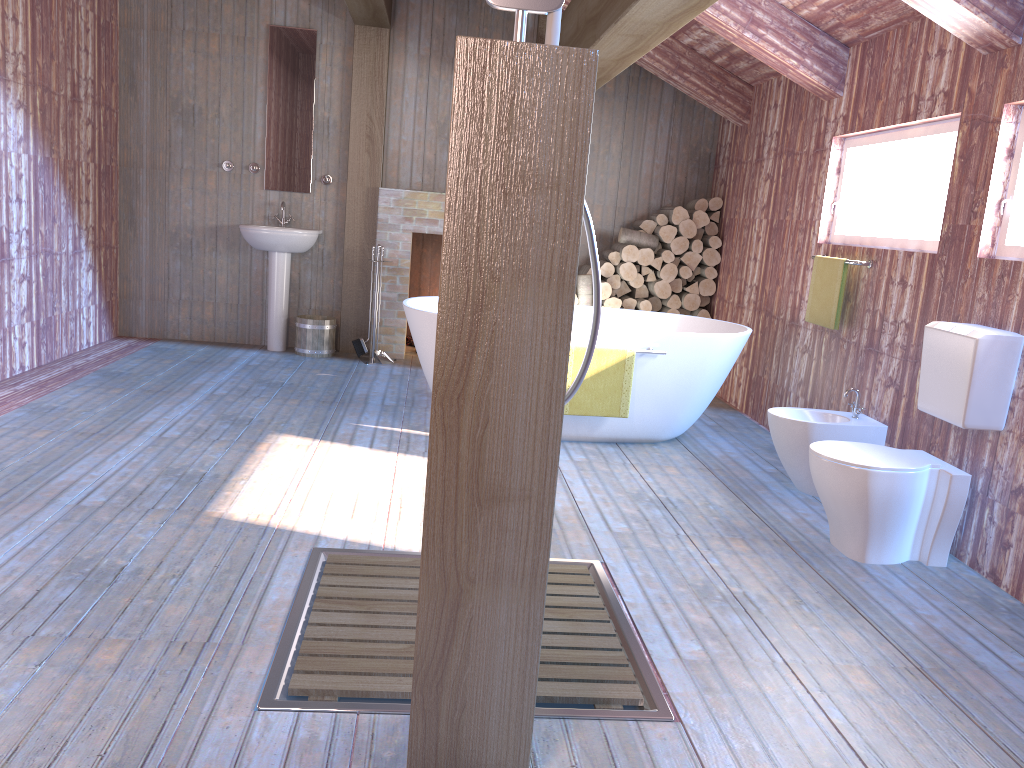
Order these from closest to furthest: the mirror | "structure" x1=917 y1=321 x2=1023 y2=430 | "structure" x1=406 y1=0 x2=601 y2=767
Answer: "structure" x1=406 y1=0 x2=601 y2=767, "structure" x1=917 y1=321 x2=1023 y2=430, the mirror

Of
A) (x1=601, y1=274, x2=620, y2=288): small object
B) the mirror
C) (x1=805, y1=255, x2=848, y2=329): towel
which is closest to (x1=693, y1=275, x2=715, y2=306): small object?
(x1=601, y1=274, x2=620, y2=288): small object

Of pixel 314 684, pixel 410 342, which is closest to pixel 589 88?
pixel 314 684

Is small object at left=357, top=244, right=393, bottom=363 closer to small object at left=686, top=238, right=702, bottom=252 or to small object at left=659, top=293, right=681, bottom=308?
small object at left=659, top=293, right=681, bottom=308

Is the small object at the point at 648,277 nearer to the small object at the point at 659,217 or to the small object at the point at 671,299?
the small object at the point at 671,299

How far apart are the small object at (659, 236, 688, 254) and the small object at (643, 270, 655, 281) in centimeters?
26cm

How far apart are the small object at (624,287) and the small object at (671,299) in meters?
0.3 m

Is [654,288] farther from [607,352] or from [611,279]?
[607,352]

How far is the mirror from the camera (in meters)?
6.61

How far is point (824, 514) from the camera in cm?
390
